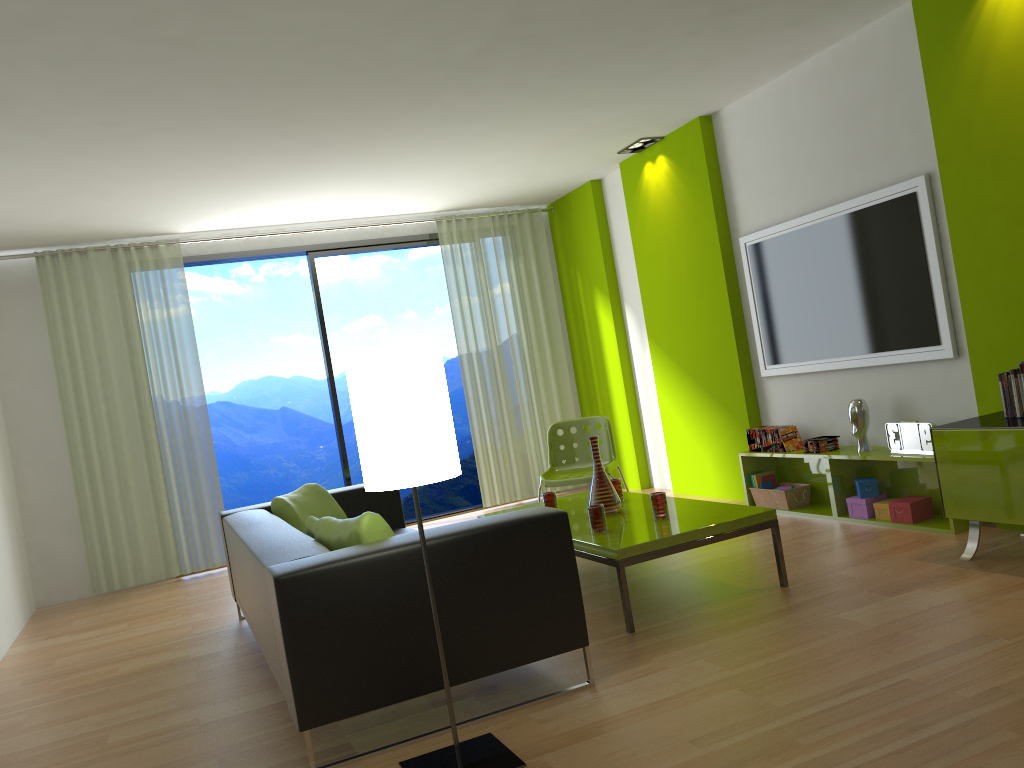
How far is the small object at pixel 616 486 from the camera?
4.8m

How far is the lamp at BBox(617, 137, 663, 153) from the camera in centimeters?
649cm

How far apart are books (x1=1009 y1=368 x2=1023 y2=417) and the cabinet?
0.07m

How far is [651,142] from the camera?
6.49m

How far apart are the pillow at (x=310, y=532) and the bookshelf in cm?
294

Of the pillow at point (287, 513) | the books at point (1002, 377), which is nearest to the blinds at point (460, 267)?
the pillow at point (287, 513)

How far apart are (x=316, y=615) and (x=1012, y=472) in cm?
279

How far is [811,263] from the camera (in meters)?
5.29

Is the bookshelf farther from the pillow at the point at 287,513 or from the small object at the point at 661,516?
the pillow at the point at 287,513

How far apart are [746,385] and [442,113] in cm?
269
